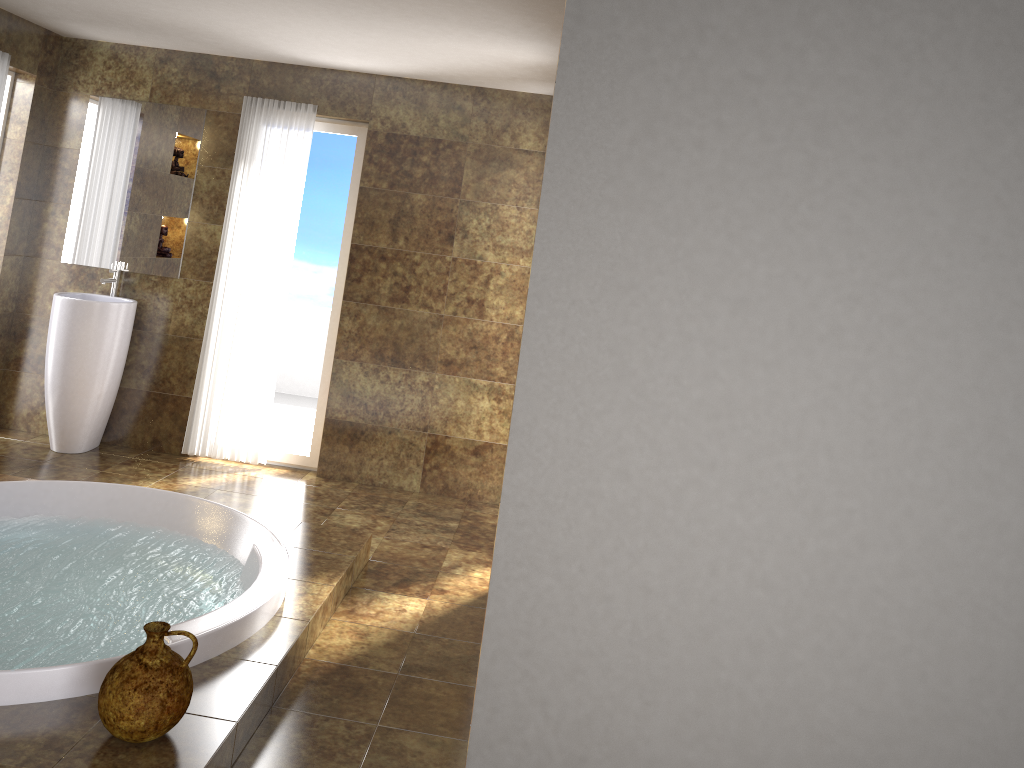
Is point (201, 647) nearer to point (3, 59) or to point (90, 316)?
point (90, 316)

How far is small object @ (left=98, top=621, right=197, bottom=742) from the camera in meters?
2.3 m

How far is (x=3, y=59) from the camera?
4.8m

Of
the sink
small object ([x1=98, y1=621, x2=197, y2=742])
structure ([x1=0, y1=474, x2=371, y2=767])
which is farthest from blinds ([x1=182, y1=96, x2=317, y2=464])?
small object ([x1=98, y1=621, x2=197, y2=742])

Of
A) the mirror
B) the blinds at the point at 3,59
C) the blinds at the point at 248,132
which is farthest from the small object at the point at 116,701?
the blinds at the point at 3,59

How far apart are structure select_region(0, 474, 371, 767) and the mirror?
2.0m

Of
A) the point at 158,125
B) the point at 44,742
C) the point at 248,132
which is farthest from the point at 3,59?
the point at 44,742

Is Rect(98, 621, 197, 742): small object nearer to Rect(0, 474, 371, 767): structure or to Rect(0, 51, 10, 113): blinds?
Rect(0, 474, 371, 767): structure

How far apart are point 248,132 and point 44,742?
3.81m

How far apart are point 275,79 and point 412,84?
0.8m
